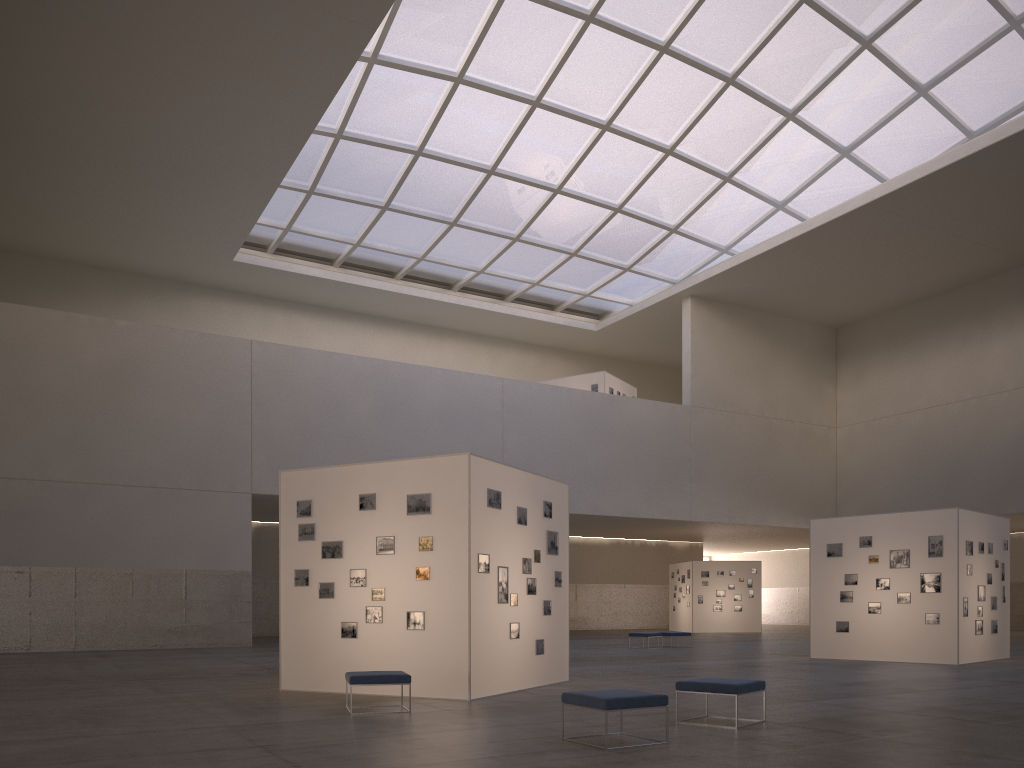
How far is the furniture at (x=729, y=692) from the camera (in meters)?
11.80

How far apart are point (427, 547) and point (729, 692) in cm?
638

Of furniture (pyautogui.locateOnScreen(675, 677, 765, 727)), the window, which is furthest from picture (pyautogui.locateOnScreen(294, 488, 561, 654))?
the window

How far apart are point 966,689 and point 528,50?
31.47m

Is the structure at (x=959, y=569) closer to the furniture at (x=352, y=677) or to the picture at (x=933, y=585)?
the picture at (x=933, y=585)

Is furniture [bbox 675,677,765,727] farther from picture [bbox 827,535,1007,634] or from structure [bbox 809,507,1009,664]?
picture [bbox 827,535,1007,634]

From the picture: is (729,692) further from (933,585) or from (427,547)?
(933,585)

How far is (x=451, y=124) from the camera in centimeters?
4213cm

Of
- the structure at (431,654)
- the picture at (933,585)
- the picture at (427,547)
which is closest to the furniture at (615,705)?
the structure at (431,654)

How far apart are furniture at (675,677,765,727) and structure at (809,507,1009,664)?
15.15m
